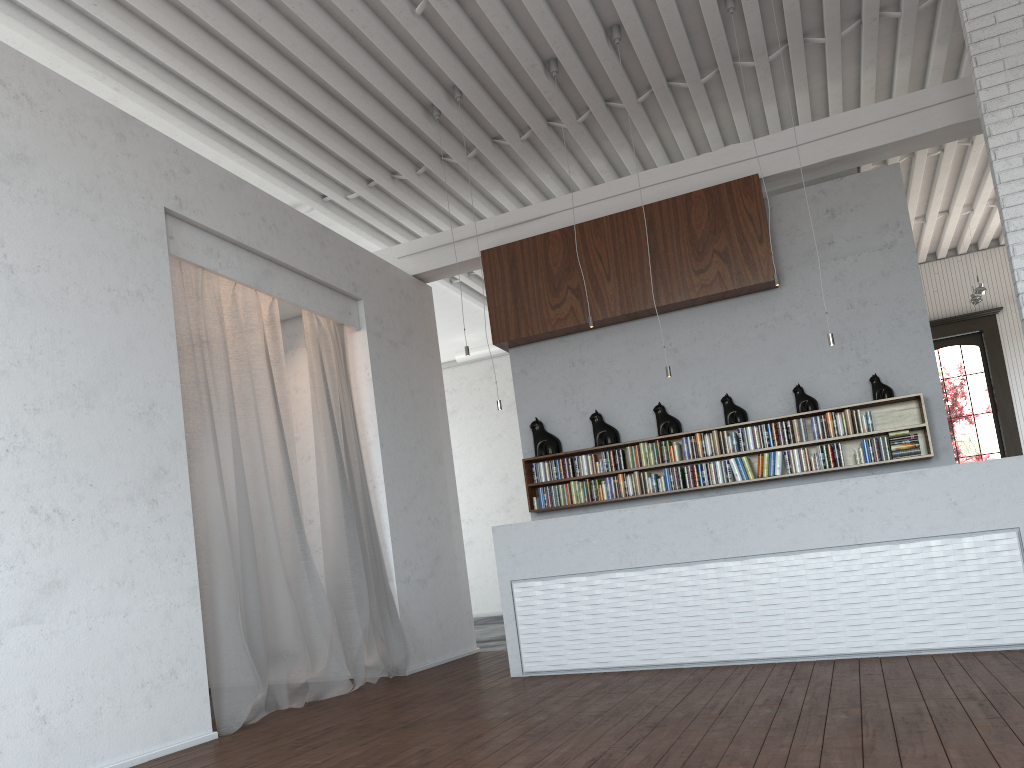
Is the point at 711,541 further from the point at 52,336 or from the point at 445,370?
the point at 445,370
